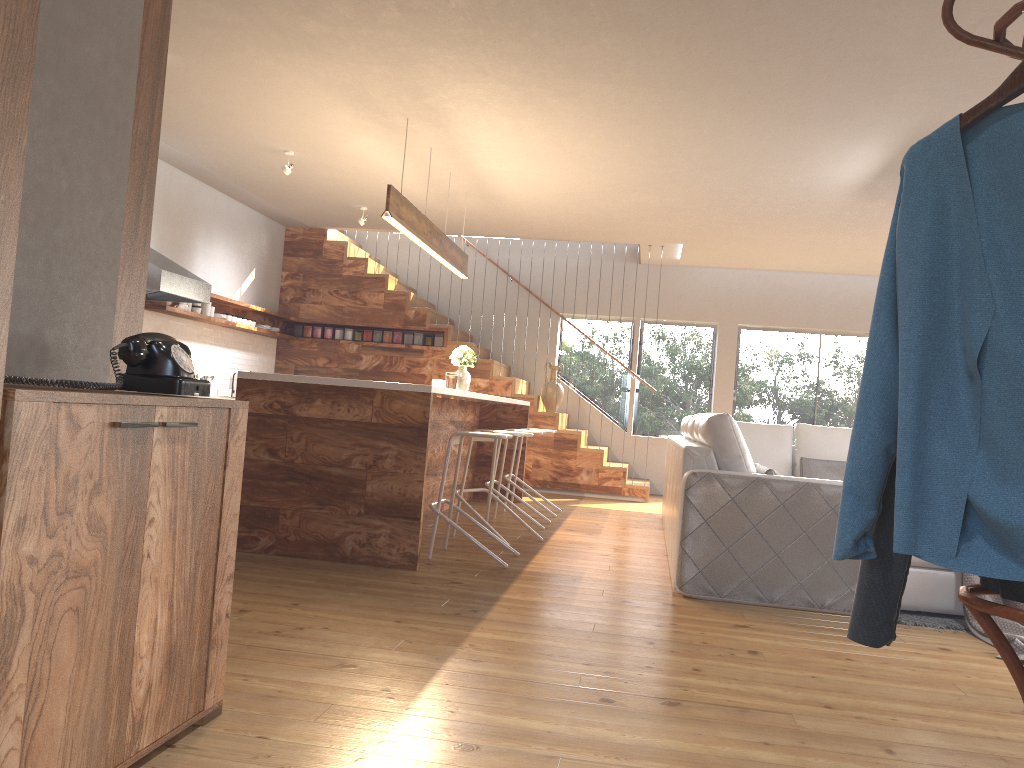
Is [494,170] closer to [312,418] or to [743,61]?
[743,61]

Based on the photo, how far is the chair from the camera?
5.1 meters

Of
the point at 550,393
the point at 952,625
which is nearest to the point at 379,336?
the point at 550,393

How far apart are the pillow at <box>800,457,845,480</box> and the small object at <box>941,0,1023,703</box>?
6.2 meters

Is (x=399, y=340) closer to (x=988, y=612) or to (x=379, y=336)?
(x=379, y=336)

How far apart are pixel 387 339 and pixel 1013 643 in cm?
747

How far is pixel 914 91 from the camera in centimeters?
473cm

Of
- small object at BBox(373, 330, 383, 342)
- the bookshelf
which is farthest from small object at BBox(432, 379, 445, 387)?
the bookshelf

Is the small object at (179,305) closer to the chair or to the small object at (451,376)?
the small object at (451,376)

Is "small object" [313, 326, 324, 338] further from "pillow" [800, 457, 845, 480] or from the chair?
"pillow" [800, 457, 845, 480]
